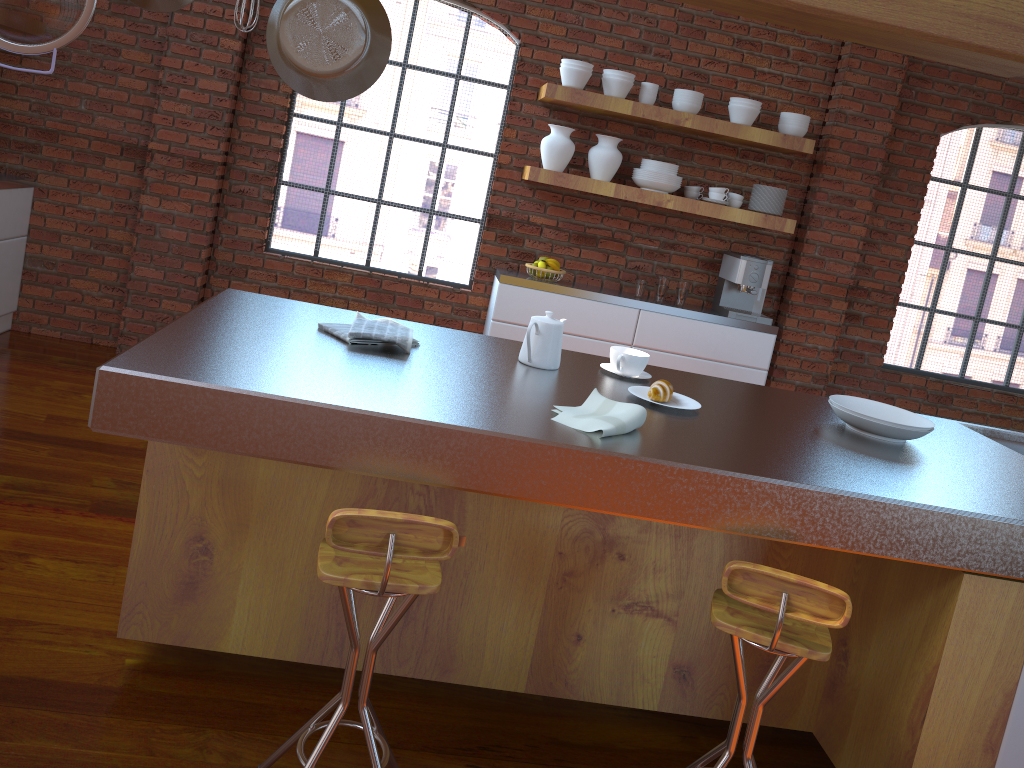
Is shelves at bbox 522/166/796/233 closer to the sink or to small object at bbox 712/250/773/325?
small object at bbox 712/250/773/325

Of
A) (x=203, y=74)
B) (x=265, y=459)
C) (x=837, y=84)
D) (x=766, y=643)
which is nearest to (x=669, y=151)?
(x=837, y=84)

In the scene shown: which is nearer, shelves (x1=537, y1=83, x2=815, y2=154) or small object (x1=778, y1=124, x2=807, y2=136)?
shelves (x1=537, y1=83, x2=815, y2=154)

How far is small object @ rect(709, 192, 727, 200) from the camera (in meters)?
4.86

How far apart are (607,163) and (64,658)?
3.5m

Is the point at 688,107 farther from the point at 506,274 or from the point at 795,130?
the point at 506,274

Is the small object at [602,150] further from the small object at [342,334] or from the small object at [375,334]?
the small object at [342,334]

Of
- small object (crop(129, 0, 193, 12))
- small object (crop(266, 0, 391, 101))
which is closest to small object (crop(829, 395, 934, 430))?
small object (crop(266, 0, 391, 101))

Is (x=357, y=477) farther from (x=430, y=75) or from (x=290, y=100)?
(x=430, y=75)

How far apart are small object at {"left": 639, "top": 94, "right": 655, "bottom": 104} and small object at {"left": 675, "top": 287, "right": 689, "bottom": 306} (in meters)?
1.04
